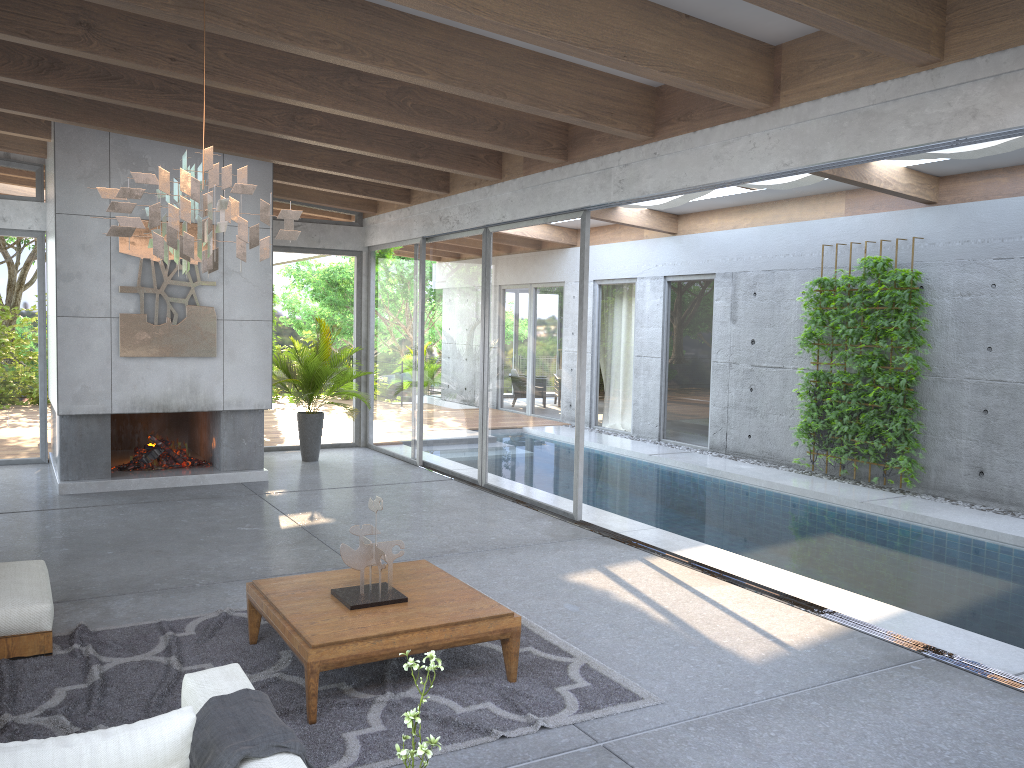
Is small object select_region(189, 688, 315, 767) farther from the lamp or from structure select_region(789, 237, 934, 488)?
structure select_region(789, 237, 934, 488)

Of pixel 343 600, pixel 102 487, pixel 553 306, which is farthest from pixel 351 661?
pixel 102 487

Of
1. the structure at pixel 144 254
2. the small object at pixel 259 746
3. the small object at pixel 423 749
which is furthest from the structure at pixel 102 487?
the small object at pixel 423 749

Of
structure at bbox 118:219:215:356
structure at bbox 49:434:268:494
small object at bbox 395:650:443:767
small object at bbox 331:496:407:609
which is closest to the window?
structure at bbox 49:434:268:494

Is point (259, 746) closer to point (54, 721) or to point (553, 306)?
point (54, 721)

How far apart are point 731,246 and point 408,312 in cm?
447

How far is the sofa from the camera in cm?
222

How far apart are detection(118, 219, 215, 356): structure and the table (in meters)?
4.91

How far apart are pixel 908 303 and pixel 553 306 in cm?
403

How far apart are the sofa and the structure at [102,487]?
3.7 meters
